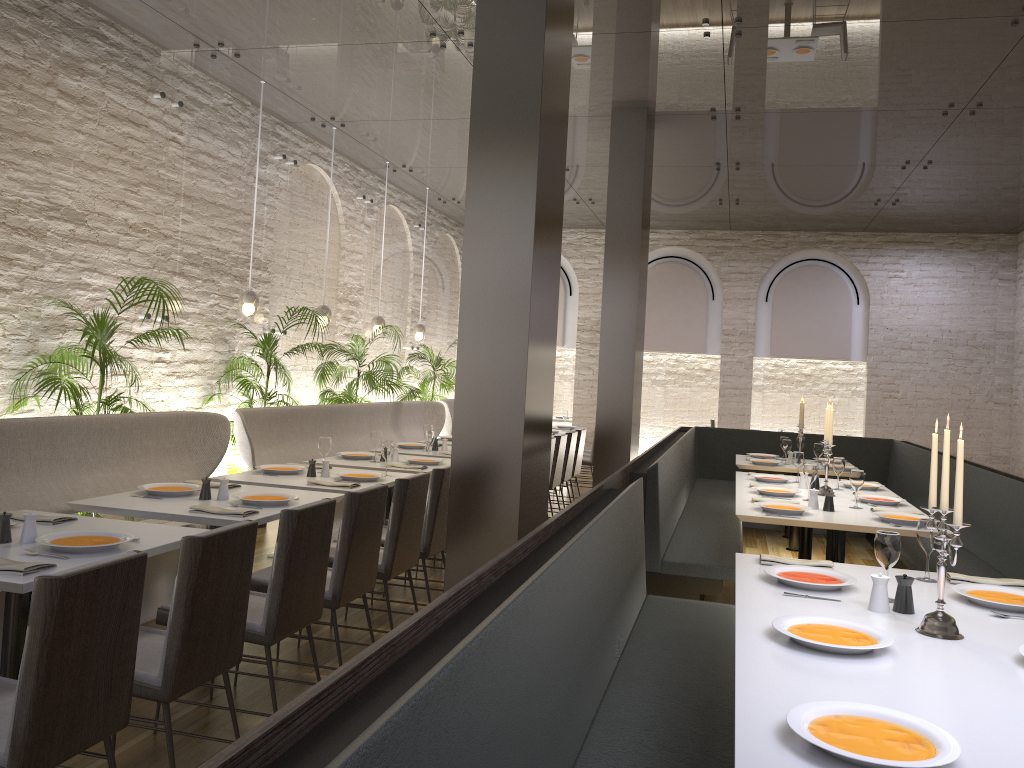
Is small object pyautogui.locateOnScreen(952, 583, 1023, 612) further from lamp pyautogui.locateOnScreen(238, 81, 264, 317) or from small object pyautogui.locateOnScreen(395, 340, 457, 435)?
small object pyautogui.locateOnScreen(395, 340, 457, 435)

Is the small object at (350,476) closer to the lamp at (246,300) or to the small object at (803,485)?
the lamp at (246,300)

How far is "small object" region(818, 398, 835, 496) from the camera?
5.83m

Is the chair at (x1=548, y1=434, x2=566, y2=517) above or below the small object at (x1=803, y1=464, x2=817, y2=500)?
below

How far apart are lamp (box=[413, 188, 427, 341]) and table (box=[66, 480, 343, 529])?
6.78m

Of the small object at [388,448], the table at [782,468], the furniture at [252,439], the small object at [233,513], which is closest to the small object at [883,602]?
the small object at [233,513]

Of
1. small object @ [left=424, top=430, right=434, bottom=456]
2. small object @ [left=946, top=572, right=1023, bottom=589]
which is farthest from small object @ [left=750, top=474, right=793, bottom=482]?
small object @ [left=946, top=572, right=1023, bottom=589]

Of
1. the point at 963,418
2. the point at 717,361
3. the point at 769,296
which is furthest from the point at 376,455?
the point at 963,418

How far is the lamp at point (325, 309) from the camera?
8.8 meters

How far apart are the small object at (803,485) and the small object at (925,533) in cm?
296
